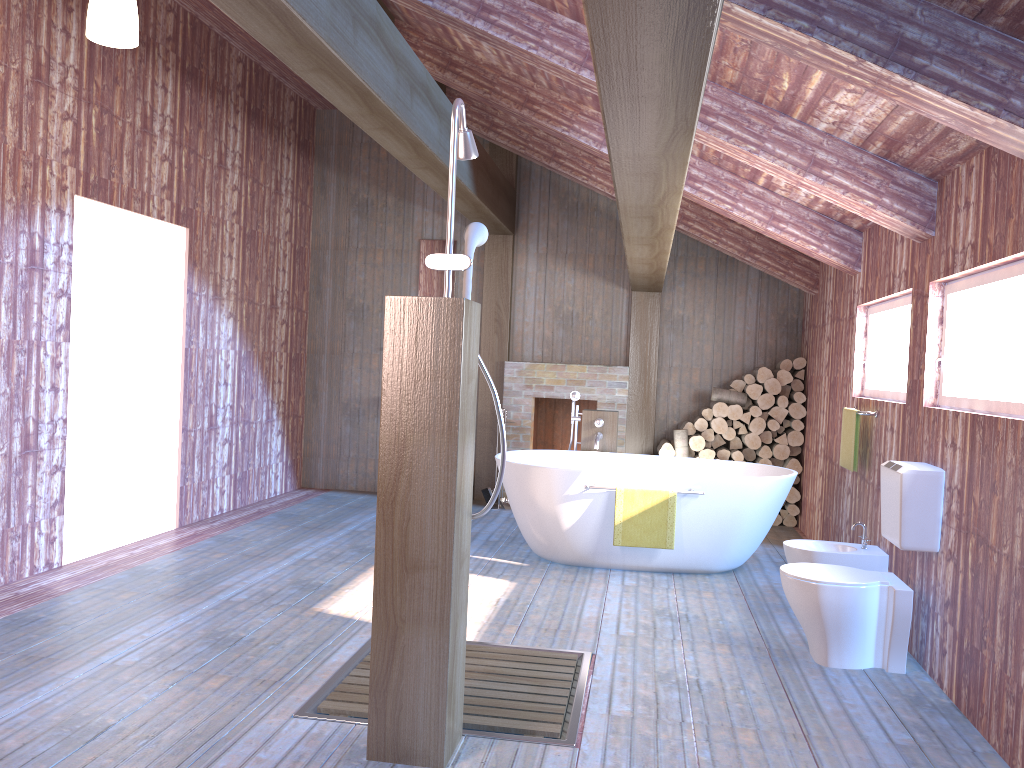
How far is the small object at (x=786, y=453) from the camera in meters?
7.4 m

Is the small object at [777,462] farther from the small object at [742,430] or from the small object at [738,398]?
the small object at [738,398]

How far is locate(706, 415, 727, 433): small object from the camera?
7.49m

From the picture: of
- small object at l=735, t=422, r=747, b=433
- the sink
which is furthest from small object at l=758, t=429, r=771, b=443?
the sink

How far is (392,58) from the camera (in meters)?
4.19

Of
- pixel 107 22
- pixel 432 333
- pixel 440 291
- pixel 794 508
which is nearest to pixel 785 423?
pixel 794 508

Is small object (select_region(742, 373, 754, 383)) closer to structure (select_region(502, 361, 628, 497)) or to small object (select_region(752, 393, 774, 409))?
small object (select_region(752, 393, 774, 409))

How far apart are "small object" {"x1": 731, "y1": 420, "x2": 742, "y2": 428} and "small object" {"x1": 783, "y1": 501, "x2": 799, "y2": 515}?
0.8m

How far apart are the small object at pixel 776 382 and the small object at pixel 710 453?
0.69m

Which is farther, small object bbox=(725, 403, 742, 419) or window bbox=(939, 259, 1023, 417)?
small object bbox=(725, 403, 742, 419)
